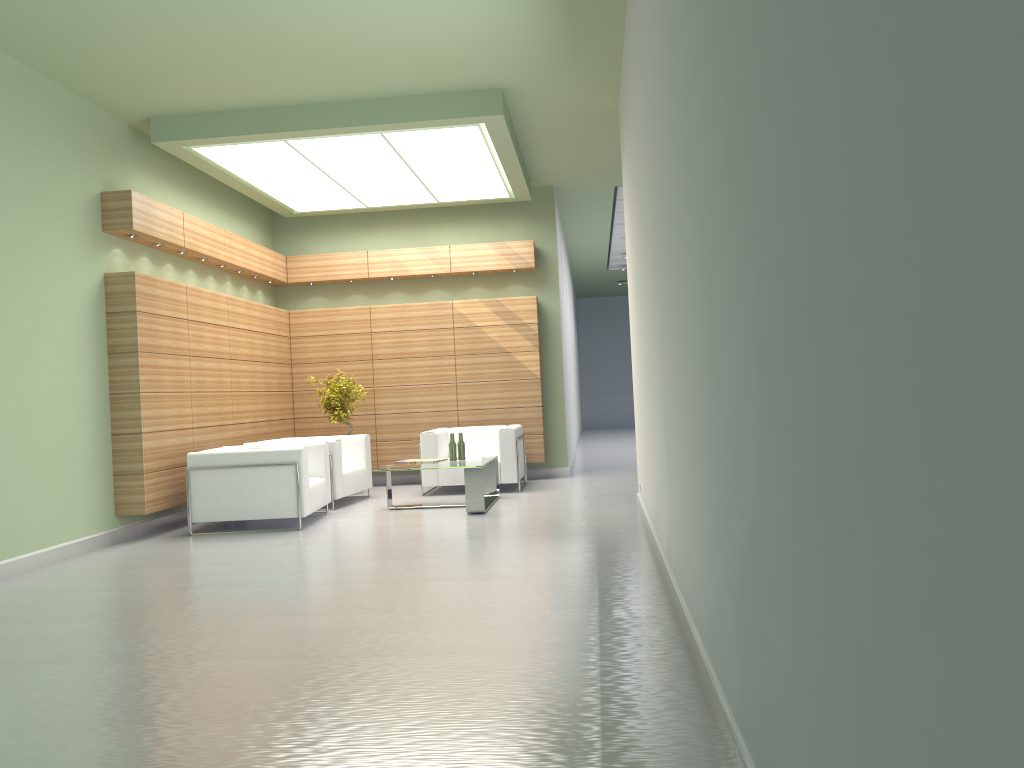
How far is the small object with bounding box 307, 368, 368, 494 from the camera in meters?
17.7

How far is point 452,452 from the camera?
15.1 meters

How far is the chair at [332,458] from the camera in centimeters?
1538cm

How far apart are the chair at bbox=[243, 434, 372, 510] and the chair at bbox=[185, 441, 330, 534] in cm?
63

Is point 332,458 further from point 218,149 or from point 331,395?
point 218,149

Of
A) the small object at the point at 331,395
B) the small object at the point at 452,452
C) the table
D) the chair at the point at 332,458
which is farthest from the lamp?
the table

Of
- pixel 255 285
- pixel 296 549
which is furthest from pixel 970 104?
pixel 255 285

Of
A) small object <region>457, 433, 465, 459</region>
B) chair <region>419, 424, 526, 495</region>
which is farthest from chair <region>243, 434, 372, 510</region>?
small object <region>457, 433, 465, 459</region>

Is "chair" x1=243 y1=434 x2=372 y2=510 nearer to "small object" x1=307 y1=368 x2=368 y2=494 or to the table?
"small object" x1=307 y1=368 x2=368 y2=494

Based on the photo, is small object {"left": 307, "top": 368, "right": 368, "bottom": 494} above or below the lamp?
below
